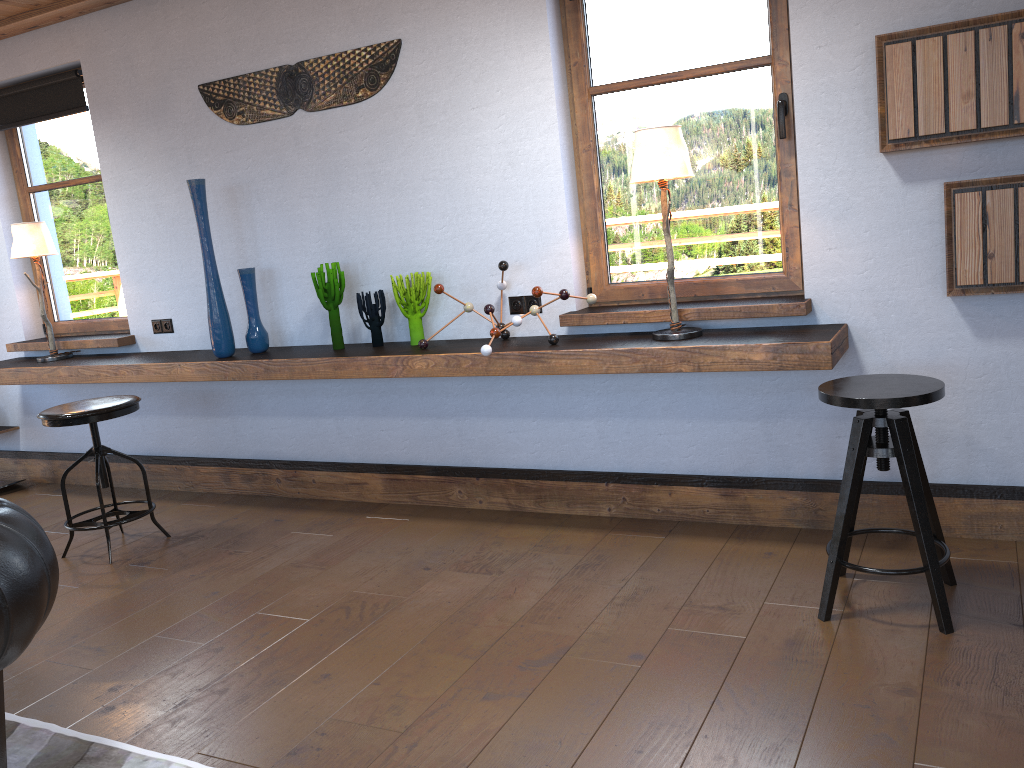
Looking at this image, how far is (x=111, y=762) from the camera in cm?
241

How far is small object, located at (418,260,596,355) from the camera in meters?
3.5

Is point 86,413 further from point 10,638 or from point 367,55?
point 10,638

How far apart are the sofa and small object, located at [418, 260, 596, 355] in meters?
1.7 m

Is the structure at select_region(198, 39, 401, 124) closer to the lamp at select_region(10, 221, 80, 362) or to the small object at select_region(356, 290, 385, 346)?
the small object at select_region(356, 290, 385, 346)

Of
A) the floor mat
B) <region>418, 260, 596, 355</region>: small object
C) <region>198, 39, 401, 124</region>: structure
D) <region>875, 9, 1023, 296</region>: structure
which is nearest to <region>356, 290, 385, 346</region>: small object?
<region>418, 260, 596, 355</region>: small object

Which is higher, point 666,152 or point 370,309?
point 666,152

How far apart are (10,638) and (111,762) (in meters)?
0.69

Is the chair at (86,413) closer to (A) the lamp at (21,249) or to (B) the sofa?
(A) the lamp at (21,249)

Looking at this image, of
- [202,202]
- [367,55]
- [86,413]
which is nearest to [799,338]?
[367,55]
